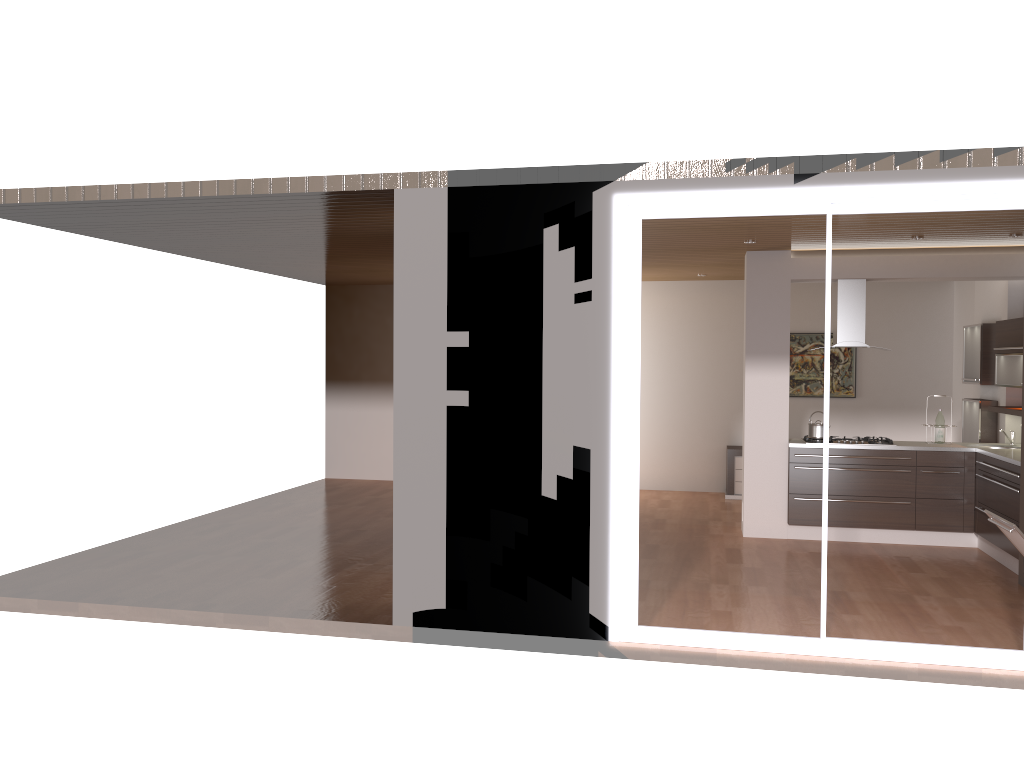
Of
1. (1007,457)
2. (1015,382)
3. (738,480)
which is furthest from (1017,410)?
(738,480)

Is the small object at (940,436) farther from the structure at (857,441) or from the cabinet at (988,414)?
the cabinet at (988,414)

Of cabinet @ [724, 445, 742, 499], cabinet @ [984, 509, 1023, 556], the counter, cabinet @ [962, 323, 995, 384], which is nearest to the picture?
cabinet @ [724, 445, 742, 499]

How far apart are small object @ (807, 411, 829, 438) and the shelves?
1.6m

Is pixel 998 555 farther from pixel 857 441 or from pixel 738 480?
pixel 738 480

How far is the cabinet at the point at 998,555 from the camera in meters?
7.4 m

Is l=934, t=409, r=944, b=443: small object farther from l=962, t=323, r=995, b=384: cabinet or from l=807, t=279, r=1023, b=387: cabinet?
l=962, t=323, r=995, b=384: cabinet

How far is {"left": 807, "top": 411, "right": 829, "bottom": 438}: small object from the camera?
8.24m

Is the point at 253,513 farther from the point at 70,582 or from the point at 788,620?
the point at 788,620

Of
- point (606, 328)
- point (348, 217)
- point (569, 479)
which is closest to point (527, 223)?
point (606, 328)
